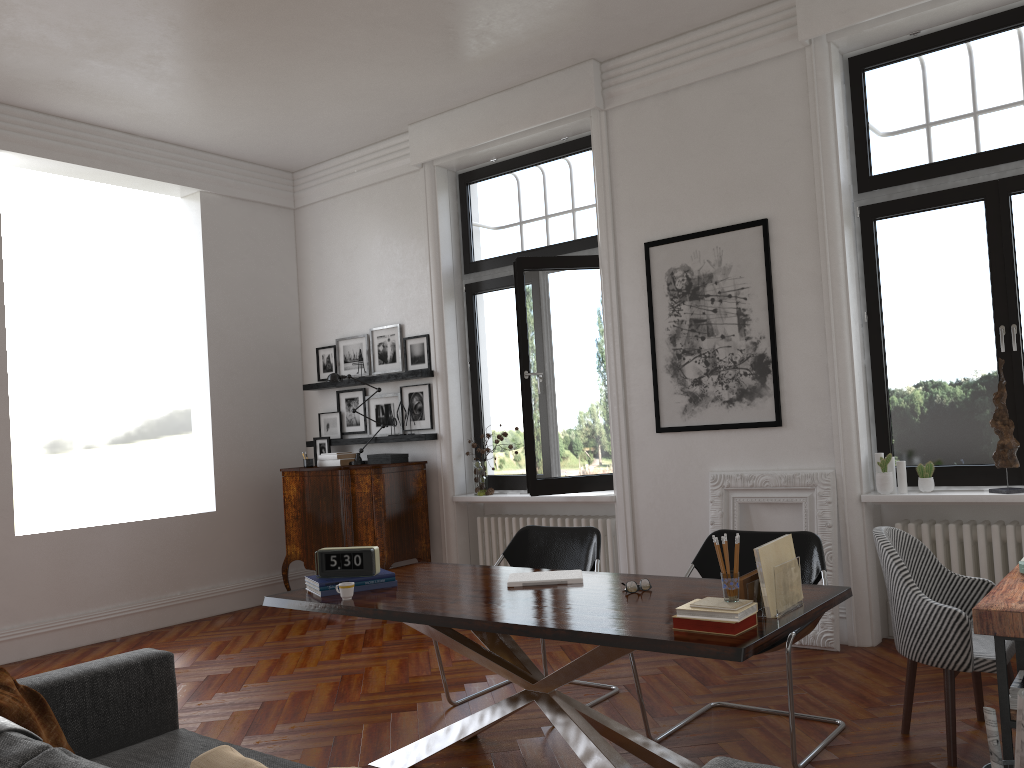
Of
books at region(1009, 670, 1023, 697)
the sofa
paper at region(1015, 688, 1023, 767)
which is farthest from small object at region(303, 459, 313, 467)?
paper at region(1015, 688, 1023, 767)

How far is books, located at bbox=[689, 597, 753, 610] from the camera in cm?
274

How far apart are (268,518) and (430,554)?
Result: 1.7m

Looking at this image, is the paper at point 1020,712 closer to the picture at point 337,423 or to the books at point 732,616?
the books at point 732,616

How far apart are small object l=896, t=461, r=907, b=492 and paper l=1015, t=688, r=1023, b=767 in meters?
2.9 m

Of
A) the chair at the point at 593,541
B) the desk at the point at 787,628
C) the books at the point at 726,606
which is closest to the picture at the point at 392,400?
the chair at the point at 593,541

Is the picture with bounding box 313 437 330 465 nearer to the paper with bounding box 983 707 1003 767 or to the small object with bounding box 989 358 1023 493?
the small object with bounding box 989 358 1023 493

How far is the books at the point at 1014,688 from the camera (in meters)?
2.88

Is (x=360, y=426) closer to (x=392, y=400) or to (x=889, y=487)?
(x=392, y=400)

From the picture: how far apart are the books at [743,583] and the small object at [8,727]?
2.10m
